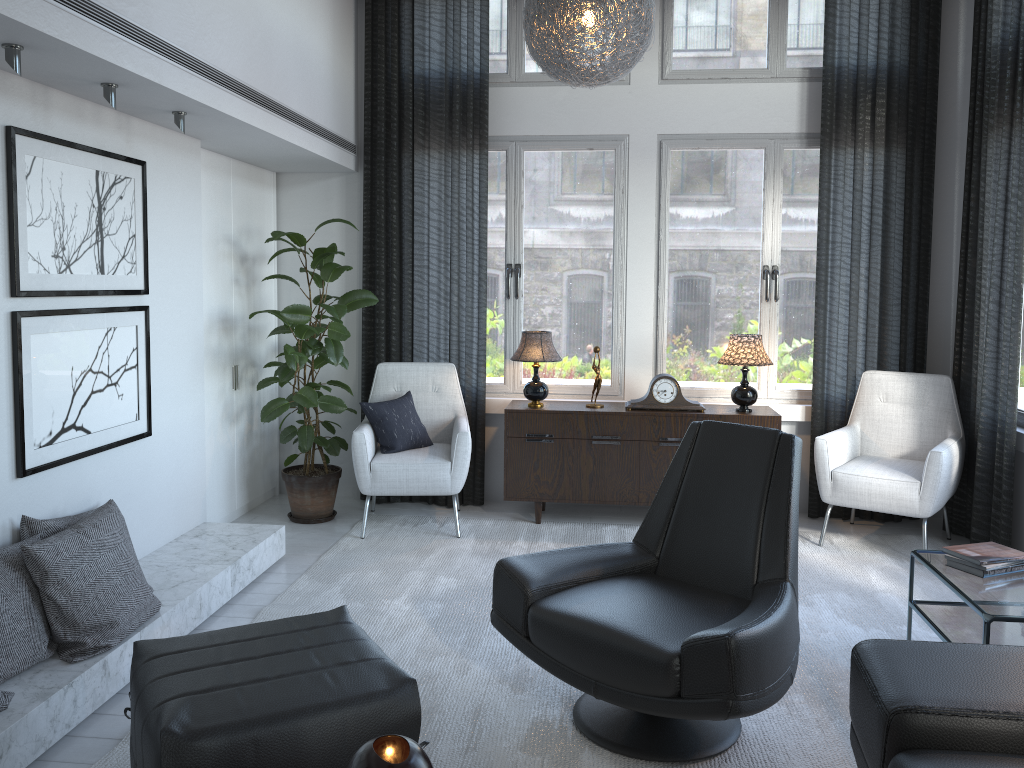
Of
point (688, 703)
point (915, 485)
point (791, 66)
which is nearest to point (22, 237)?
point (688, 703)

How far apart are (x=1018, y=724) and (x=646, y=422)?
2.8m

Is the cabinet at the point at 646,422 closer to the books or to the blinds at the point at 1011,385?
the blinds at the point at 1011,385

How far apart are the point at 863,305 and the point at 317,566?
3.1 meters

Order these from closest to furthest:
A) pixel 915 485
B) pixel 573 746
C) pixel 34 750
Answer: pixel 34 750 < pixel 573 746 < pixel 915 485

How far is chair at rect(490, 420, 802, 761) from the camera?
2.16m

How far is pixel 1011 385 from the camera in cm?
394

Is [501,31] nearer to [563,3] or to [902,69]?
[563,3]

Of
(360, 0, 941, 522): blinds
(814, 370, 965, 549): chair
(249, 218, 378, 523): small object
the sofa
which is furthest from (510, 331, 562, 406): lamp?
the sofa

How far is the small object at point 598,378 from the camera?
4.65m
